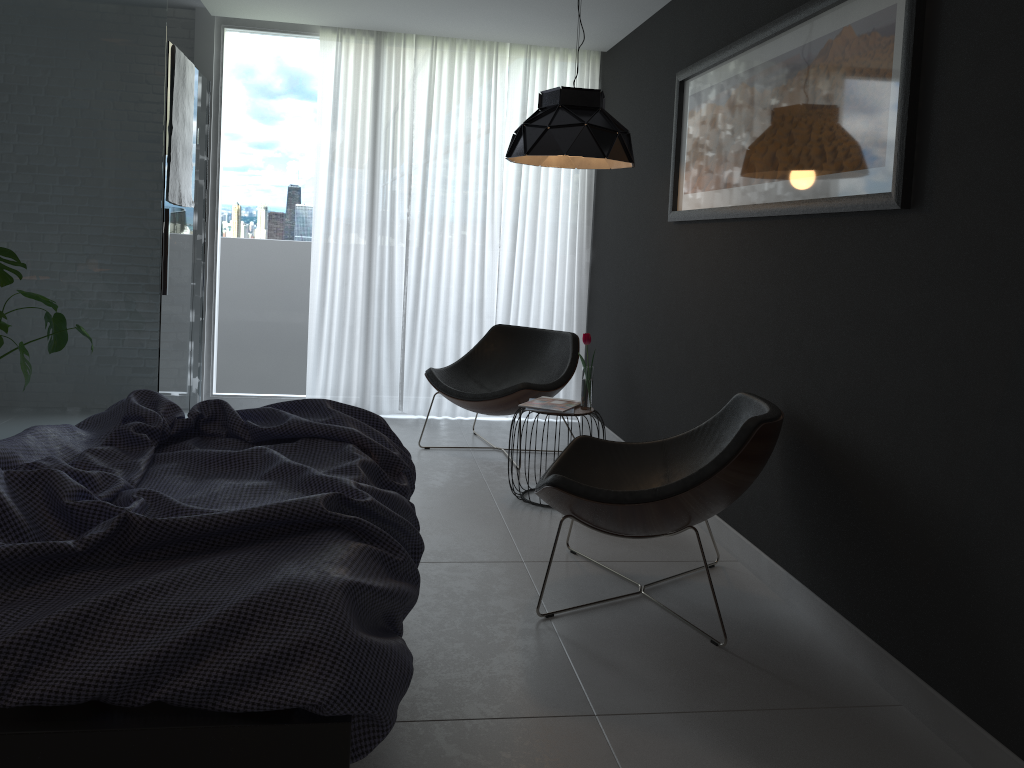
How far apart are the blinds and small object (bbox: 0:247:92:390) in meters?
1.7 m

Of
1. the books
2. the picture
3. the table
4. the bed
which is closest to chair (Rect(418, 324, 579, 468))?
the books

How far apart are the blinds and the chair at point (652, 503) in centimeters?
254cm

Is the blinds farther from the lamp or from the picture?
the picture

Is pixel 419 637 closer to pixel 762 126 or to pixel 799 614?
pixel 799 614

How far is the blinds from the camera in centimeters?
556cm

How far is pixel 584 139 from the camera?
3.7m

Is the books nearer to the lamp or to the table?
the table

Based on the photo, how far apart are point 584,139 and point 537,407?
1.19m

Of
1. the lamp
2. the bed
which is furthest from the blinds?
the bed
